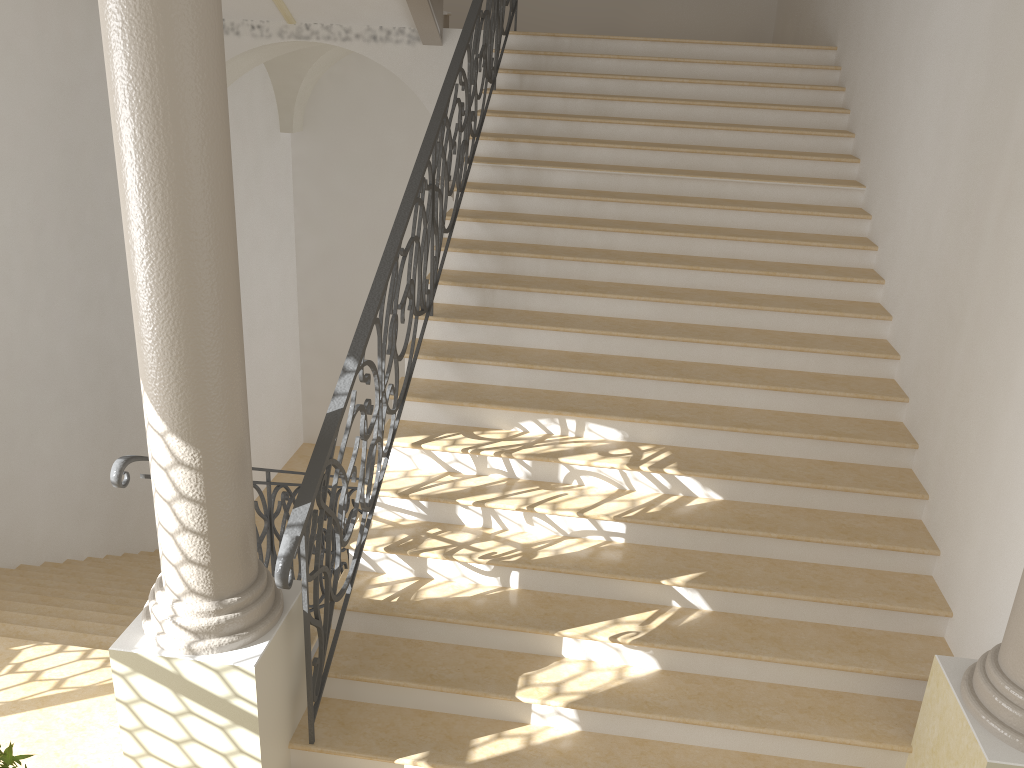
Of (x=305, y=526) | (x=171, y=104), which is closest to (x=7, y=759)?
(x=305, y=526)

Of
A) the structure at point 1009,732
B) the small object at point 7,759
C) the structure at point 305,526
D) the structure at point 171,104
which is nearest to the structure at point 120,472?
the structure at point 171,104

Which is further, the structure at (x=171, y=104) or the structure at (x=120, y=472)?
the structure at (x=120, y=472)

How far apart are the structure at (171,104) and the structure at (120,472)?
0.3m

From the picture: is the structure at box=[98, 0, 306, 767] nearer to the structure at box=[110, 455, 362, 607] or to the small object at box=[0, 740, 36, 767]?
the structure at box=[110, 455, 362, 607]

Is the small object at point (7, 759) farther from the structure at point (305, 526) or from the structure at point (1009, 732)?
the structure at point (1009, 732)

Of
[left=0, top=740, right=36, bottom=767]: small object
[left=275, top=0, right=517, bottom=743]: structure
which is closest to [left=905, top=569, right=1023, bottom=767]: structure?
[left=275, top=0, right=517, bottom=743]: structure

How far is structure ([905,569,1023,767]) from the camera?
3.22m

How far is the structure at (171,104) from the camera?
2.8m

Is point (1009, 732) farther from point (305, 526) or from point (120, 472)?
point (120, 472)
